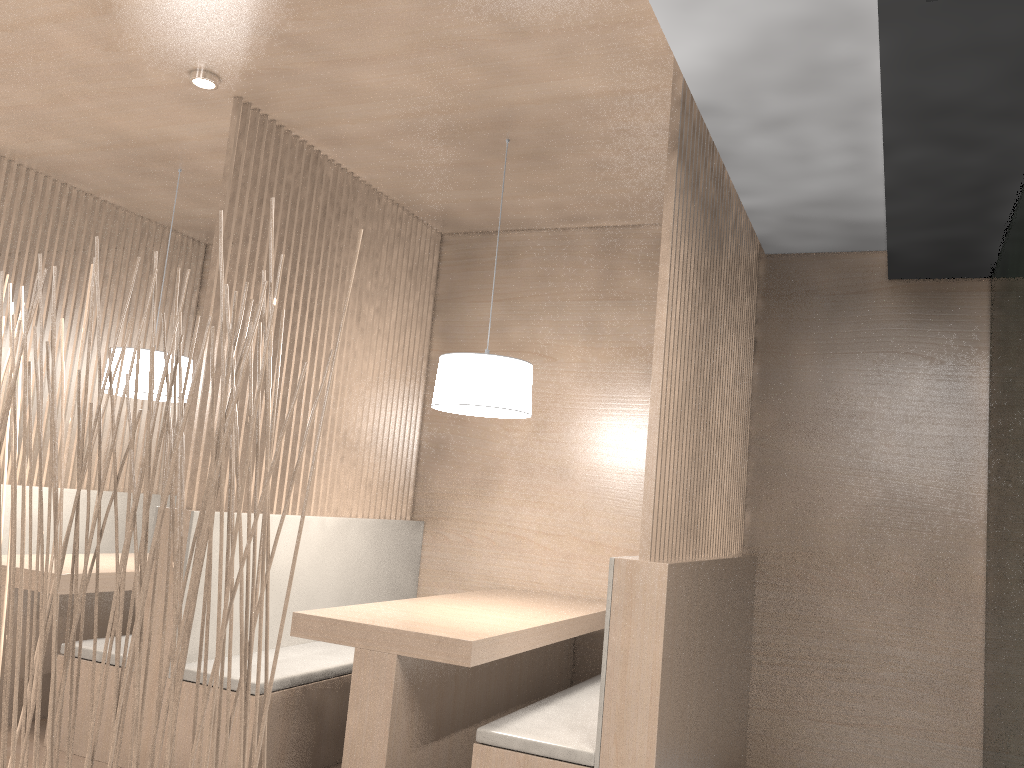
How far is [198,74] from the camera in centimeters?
207cm

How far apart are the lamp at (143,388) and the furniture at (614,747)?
1.4 meters

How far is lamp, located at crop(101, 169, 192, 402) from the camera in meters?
2.5

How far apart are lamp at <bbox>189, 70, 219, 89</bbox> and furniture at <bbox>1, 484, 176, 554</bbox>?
1.5m

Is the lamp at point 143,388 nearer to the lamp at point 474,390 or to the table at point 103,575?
the table at point 103,575

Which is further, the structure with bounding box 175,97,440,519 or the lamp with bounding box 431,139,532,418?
the structure with bounding box 175,97,440,519

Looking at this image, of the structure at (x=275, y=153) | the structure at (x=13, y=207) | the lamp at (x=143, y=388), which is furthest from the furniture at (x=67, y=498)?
the structure at (x=275, y=153)

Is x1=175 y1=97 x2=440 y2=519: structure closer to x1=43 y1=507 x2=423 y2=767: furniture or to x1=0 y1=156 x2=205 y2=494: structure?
x1=43 y1=507 x2=423 y2=767: furniture

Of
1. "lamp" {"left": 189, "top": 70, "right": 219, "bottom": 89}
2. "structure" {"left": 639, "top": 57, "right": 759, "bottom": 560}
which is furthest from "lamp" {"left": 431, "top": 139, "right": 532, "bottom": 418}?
"lamp" {"left": 189, "top": 70, "right": 219, "bottom": 89}

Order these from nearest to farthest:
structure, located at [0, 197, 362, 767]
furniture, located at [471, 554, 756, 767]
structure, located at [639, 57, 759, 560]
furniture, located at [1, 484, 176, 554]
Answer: structure, located at [0, 197, 362, 767], furniture, located at [471, 554, 756, 767], structure, located at [639, 57, 759, 560], furniture, located at [1, 484, 176, 554]
